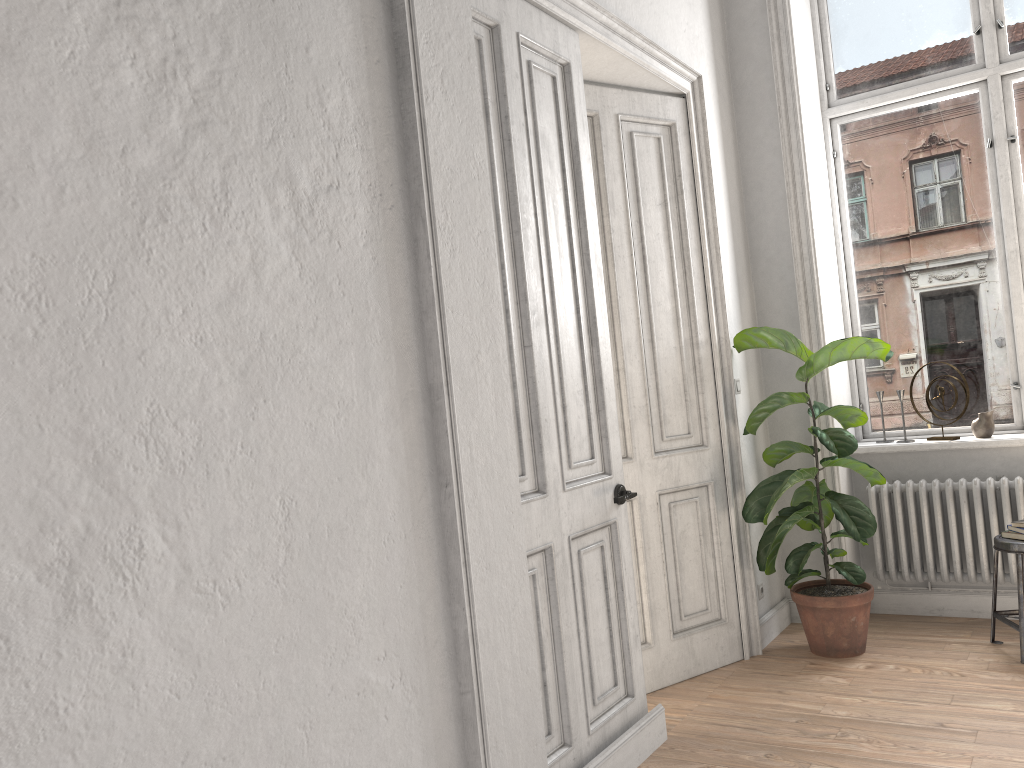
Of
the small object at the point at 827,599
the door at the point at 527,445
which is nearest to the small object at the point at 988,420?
the small object at the point at 827,599

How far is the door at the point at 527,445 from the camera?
3.0m

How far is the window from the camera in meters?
4.8

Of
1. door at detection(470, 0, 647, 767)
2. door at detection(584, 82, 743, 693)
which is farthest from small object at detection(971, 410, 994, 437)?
door at detection(470, 0, 647, 767)

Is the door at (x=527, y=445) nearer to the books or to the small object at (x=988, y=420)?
the books

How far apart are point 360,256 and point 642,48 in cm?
225

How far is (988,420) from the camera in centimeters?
463cm

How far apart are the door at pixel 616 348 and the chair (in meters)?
1.20

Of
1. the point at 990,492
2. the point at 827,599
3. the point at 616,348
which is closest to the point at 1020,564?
the point at 990,492

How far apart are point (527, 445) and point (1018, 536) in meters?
2.6 m
